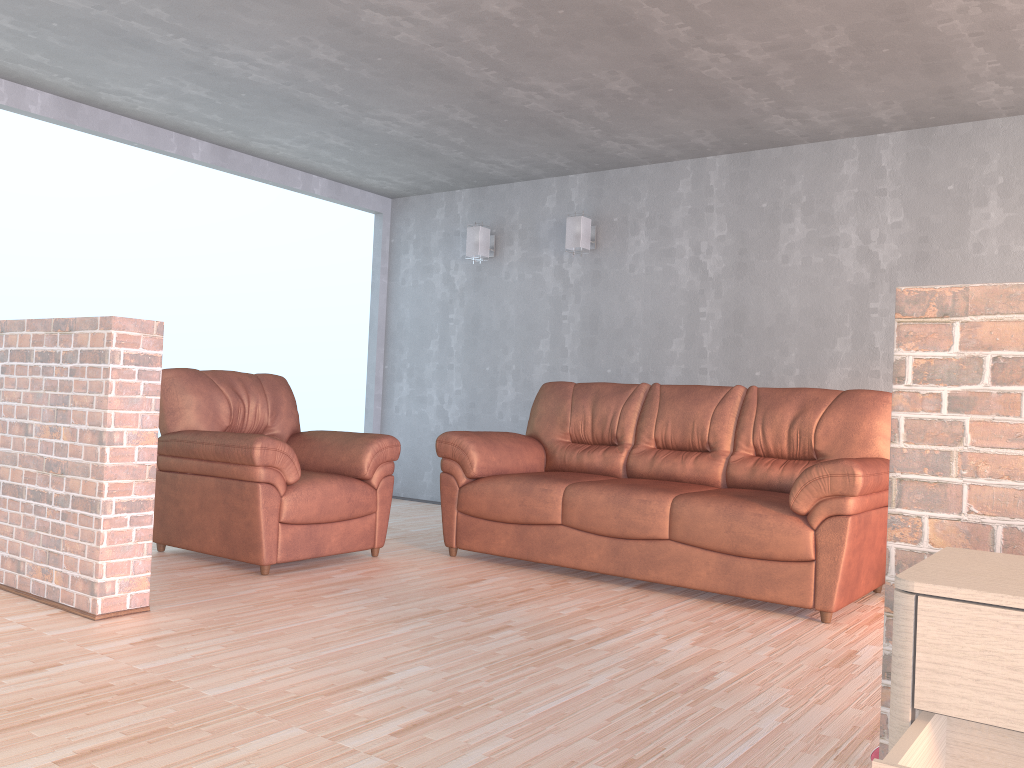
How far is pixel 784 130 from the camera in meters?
5.1

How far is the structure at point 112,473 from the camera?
3.1 meters

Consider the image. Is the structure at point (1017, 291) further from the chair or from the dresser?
the chair

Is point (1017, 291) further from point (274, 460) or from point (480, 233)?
point (480, 233)

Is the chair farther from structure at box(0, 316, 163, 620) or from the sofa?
structure at box(0, 316, 163, 620)

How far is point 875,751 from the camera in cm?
206

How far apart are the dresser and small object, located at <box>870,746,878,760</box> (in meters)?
0.86

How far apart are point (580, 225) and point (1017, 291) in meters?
4.7 m

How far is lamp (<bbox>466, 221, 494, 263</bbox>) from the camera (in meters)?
6.60

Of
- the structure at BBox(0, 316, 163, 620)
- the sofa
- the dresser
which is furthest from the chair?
the dresser
